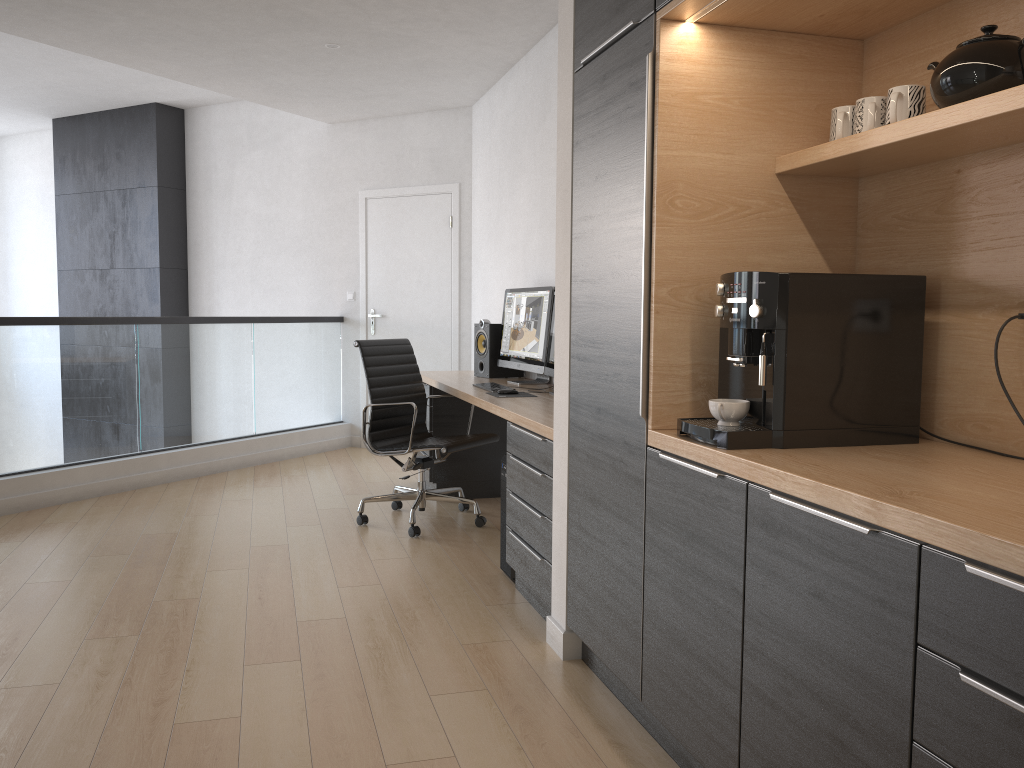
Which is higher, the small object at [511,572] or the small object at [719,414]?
the small object at [719,414]

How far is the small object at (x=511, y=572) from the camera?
3.7m

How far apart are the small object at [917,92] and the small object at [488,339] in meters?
3.2

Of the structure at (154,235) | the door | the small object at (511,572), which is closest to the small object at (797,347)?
the small object at (511,572)

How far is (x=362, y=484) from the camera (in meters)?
5.88

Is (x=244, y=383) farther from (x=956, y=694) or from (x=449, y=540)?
(x=956, y=694)

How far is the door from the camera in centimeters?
692cm

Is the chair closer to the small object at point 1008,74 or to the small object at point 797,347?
the small object at point 797,347

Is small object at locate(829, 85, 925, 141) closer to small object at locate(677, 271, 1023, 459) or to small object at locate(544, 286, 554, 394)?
small object at locate(677, 271, 1023, 459)

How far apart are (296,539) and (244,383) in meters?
2.4
